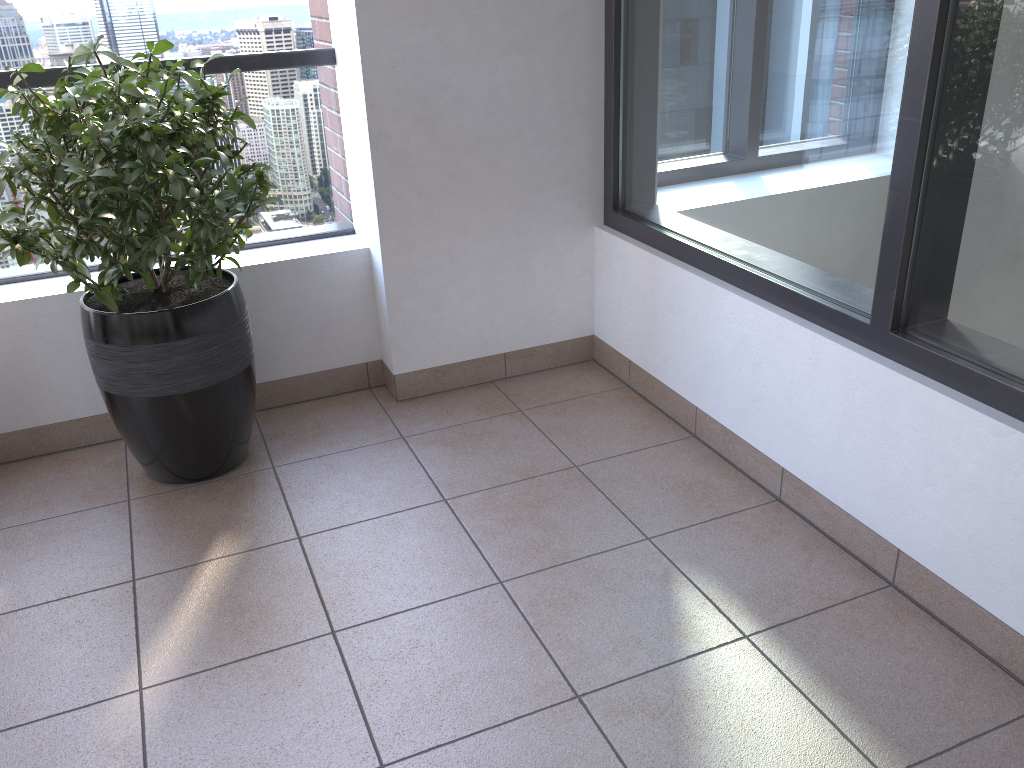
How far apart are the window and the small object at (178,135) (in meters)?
1.13

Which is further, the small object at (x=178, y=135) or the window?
the small object at (x=178, y=135)

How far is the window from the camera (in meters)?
1.67

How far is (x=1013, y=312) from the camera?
1.7m

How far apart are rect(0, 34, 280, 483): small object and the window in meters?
1.1

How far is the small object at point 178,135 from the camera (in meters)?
2.03

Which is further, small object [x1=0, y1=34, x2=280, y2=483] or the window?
small object [x1=0, y1=34, x2=280, y2=483]

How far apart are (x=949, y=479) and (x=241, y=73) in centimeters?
228cm
